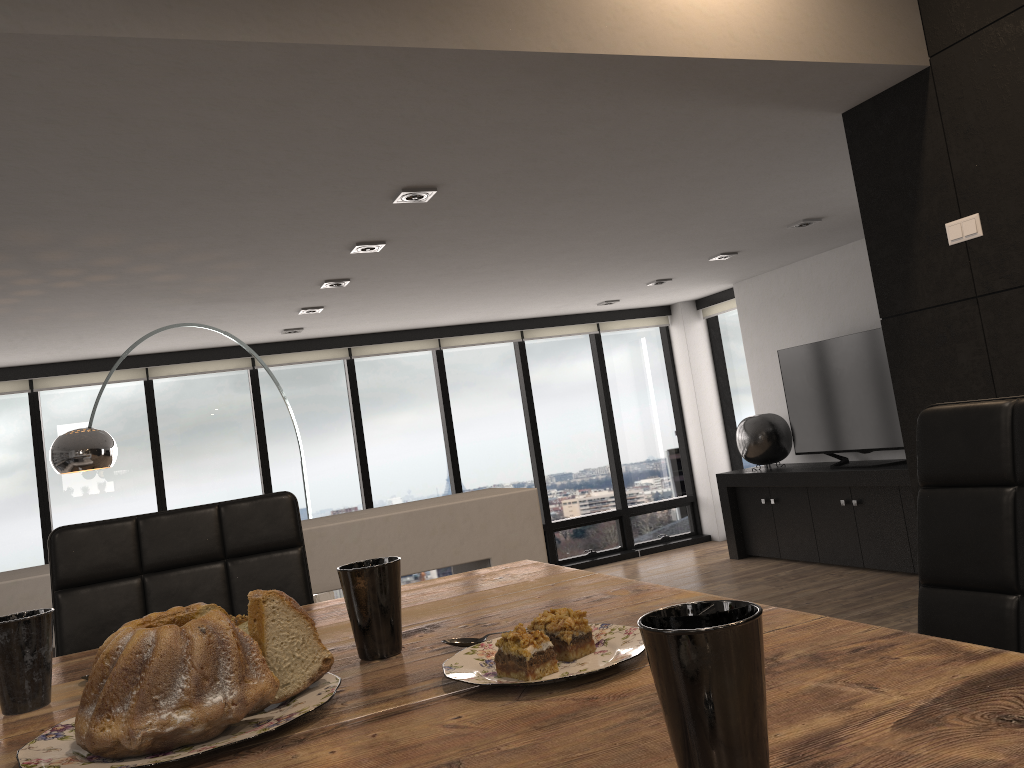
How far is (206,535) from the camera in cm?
163

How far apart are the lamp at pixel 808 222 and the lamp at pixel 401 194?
2.91m

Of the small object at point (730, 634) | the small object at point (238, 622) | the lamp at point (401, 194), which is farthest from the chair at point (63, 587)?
the lamp at point (401, 194)

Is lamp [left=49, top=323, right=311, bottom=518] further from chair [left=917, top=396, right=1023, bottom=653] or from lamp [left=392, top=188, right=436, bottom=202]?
chair [left=917, top=396, right=1023, bottom=653]

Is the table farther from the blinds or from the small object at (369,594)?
the blinds

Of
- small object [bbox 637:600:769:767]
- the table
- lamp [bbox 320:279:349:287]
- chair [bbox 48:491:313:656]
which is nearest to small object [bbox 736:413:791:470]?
lamp [bbox 320:279:349:287]

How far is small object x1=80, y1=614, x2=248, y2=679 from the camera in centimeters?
106cm

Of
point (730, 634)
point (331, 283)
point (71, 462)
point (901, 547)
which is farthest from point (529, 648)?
point (901, 547)

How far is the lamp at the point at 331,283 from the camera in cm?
539

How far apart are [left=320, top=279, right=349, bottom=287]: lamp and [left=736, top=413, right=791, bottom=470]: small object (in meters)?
3.79
